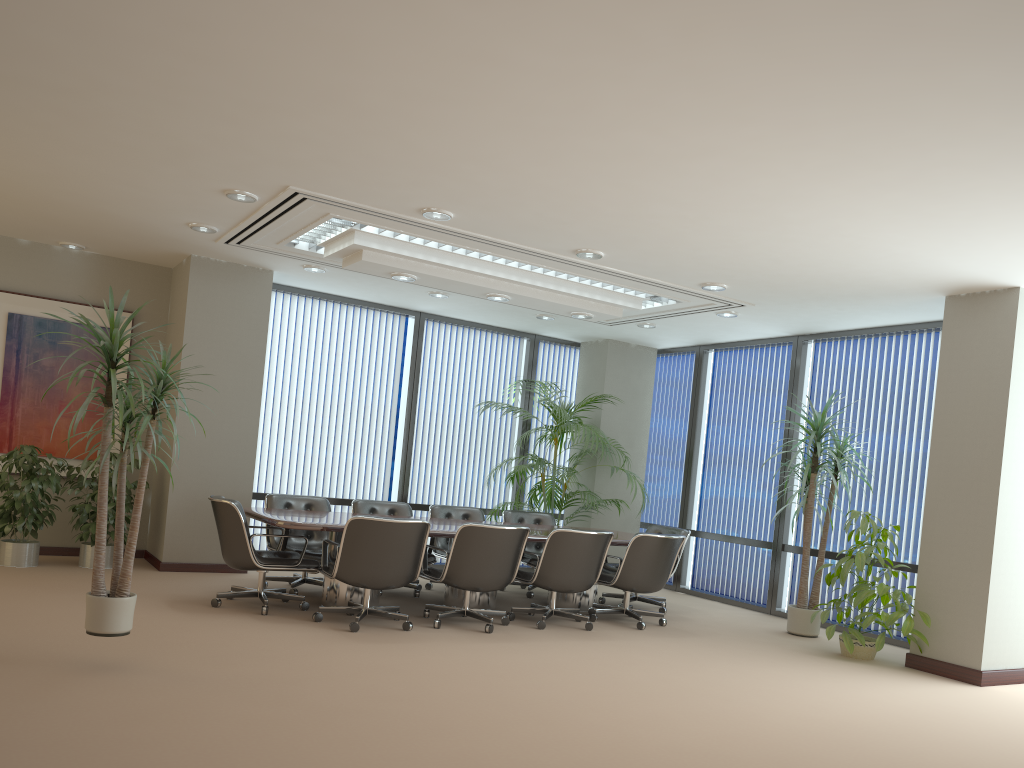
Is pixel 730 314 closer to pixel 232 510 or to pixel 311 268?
pixel 311 268

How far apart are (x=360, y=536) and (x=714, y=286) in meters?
3.7

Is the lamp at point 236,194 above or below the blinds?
above

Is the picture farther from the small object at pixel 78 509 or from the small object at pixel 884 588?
the small object at pixel 884 588

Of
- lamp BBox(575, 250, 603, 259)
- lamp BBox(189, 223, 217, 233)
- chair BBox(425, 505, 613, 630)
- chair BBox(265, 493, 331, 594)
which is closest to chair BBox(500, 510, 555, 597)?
chair BBox(425, 505, 613, 630)

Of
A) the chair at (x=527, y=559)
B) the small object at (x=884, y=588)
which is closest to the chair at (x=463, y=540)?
the chair at (x=527, y=559)

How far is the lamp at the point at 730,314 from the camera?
8.8 meters

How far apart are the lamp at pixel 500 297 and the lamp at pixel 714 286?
1.8m

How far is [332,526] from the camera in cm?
659

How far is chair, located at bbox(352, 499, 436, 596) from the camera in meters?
8.6
